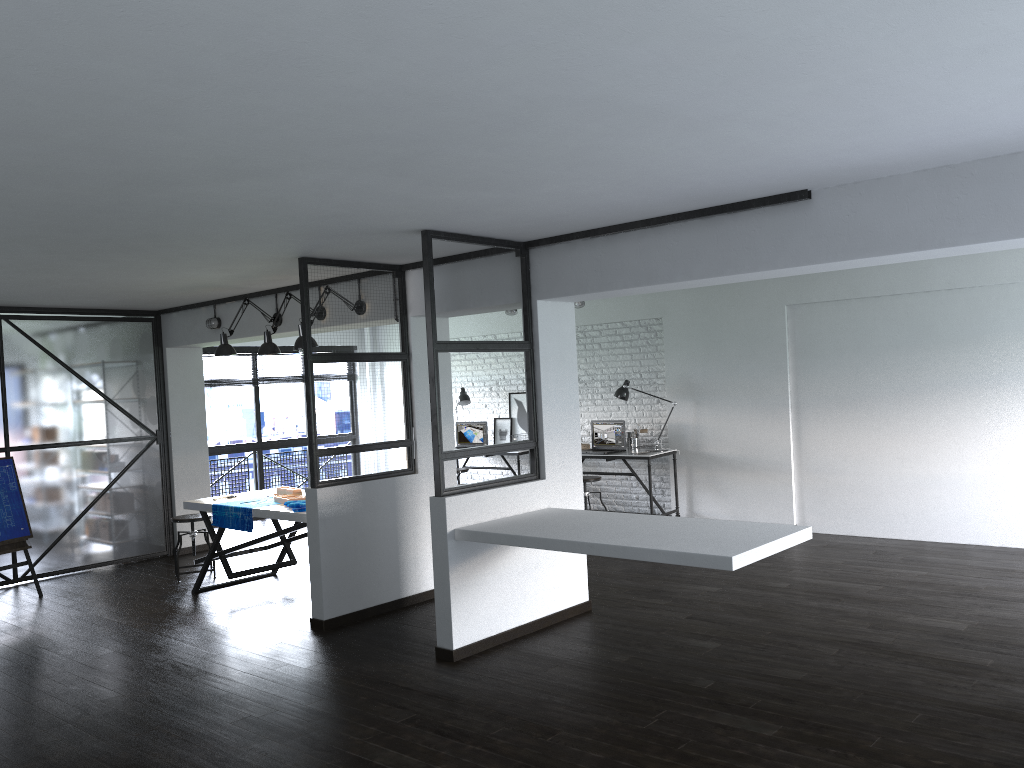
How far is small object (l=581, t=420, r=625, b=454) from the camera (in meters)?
8.81

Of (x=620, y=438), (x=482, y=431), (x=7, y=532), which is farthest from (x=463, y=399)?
(x=7, y=532)

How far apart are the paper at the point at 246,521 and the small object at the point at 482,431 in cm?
408

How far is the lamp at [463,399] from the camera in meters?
10.1

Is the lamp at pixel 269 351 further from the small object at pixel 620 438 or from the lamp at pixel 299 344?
the small object at pixel 620 438

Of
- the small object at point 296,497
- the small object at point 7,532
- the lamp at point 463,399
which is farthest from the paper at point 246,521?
the lamp at point 463,399

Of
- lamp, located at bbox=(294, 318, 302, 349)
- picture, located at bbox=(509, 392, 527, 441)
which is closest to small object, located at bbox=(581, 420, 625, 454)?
picture, located at bbox=(509, 392, 527, 441)

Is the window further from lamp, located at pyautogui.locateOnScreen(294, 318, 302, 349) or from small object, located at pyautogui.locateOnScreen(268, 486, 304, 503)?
lamp, located at pyautogui.locateOnScreen(294, 318, 302, 349)

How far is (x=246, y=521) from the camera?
6.1m

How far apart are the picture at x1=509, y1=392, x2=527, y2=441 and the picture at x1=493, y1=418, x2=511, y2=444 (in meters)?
0.08
